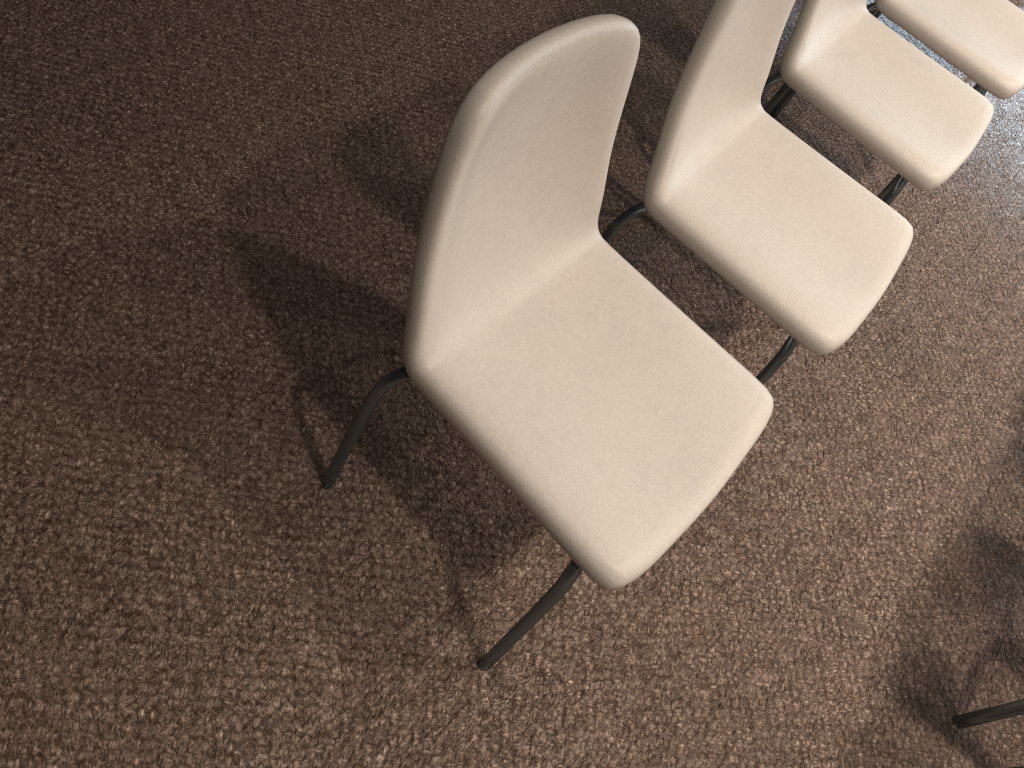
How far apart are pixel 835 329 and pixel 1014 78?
1.2m

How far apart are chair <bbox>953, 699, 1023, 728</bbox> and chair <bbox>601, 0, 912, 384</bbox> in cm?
76

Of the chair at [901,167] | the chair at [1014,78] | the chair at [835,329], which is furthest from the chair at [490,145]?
the chair at [1014,78]

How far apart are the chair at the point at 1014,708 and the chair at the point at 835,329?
0.8m

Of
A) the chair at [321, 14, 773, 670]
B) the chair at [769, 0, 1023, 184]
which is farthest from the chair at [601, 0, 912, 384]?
the chair at [769, 0, 1023, 184]

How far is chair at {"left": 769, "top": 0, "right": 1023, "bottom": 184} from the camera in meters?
2.2 m

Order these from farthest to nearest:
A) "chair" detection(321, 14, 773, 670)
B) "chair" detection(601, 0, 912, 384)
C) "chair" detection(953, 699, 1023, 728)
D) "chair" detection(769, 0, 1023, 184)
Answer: "chair" detection(769, 0, 1023, 184)
"chair" detection(953, 699, 1023, 728)
"chair" detection(601, 0, 912, 384)
"chair" detection(321, 14, 773, 670)

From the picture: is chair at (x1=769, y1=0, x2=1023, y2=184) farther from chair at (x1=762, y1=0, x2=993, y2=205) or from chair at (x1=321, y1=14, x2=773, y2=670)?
chair at (x1=321, y1=14, x2=773, y2=670)

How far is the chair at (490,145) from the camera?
1.09m

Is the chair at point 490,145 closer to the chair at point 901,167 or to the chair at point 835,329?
the chair at point 835,329
